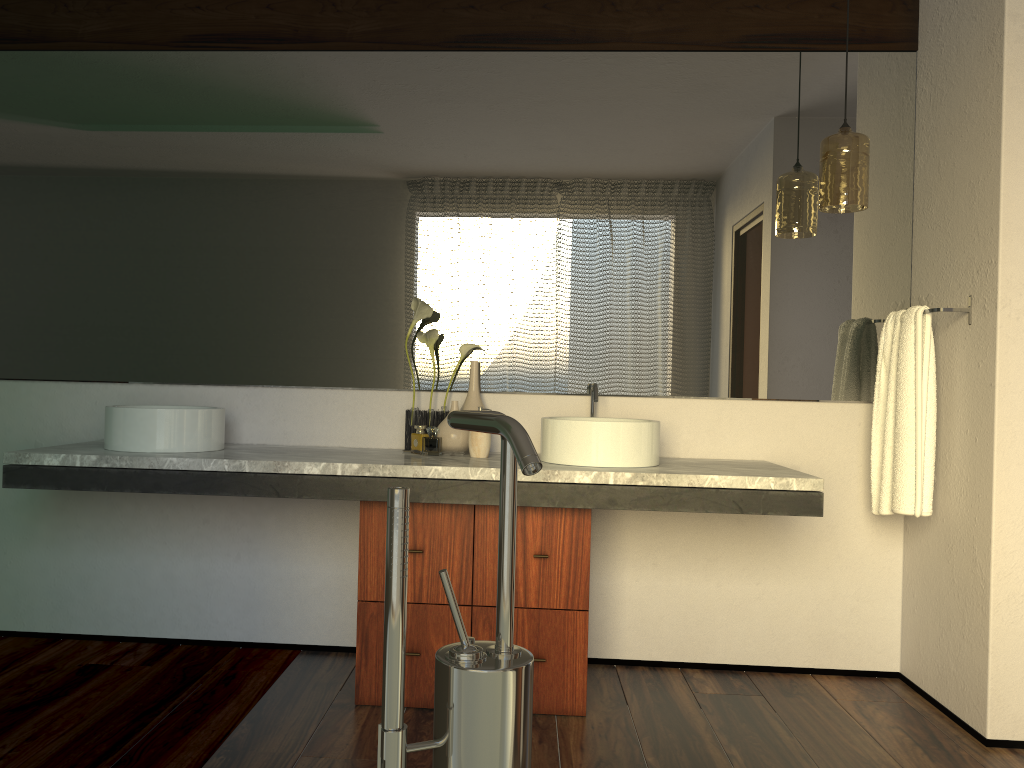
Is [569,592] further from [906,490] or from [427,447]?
[427,447]

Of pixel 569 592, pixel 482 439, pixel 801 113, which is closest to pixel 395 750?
pixel 569 592

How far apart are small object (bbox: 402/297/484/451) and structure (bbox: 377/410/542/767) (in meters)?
1.93

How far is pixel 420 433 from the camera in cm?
280

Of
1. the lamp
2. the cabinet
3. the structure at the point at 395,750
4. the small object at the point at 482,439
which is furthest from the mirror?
the structure at the point at 395,750

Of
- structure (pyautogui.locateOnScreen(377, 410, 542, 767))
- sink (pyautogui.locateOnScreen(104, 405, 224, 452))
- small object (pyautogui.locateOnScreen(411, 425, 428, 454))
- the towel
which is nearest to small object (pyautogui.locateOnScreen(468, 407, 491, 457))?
small object (pyautogui.locateOnScreen(411, 425, 428, 454))

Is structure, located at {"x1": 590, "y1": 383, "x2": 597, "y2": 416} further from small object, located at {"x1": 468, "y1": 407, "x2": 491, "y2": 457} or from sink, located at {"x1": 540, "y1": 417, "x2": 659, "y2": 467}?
small object, located at {"x1": 468, "y1": 407, "x2": 491, "y2": 457}

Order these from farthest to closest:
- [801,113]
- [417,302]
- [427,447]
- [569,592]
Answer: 1. [427,447]
2. [801,113]
3. [417,302]
4. [569,592]

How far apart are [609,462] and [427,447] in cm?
585

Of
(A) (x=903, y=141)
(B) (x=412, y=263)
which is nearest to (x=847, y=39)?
(A) (x=903, y=141)
